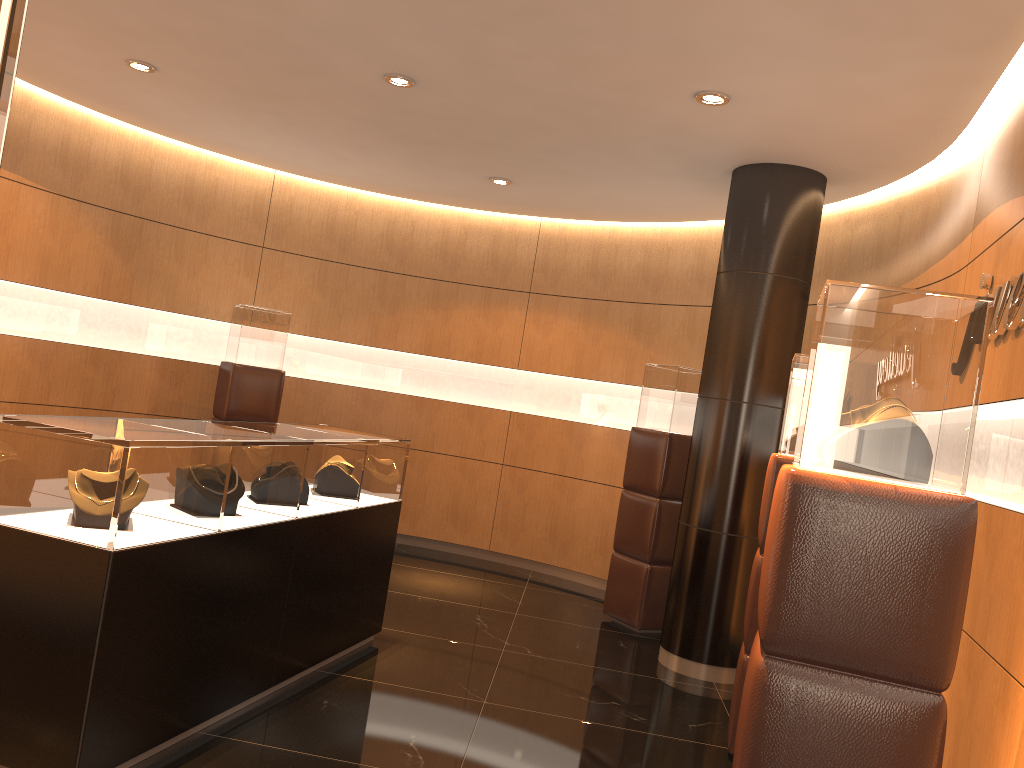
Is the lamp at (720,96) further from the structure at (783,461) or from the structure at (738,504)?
the structure at (783,461)

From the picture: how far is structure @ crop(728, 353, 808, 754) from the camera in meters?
4.3 m

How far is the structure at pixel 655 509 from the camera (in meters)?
6.52

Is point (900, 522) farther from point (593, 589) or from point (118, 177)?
point (118, 177)

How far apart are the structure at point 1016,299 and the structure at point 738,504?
1.7m

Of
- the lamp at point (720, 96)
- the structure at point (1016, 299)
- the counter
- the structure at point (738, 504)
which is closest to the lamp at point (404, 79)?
the lamp at point (720, 96)

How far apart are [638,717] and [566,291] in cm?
→ 452

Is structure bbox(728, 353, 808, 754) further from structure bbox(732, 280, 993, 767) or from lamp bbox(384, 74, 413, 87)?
lamp bbox(384, 74, 413, 87)

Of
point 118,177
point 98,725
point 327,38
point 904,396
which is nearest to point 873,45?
point 904,396

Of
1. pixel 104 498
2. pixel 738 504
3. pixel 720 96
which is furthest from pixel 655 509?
pixel 104 498
